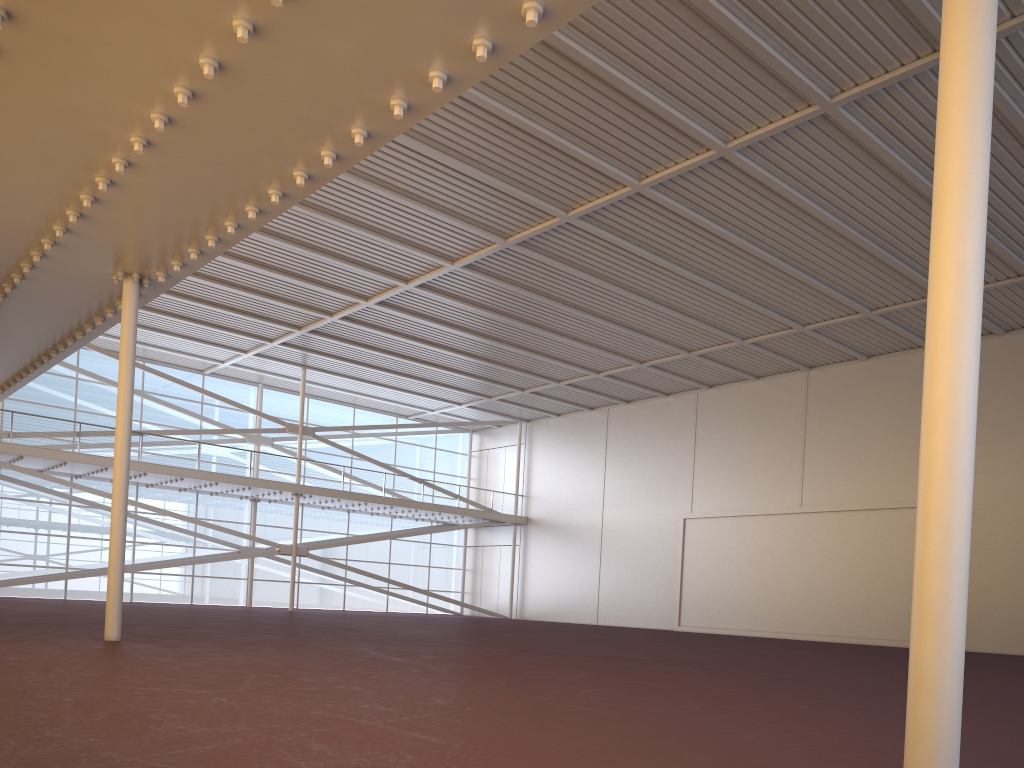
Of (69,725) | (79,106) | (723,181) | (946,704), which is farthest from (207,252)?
(723,181)

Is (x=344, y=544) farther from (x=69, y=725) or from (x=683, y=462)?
(x=69, y=725)

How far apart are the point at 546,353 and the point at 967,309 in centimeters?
2975cm
